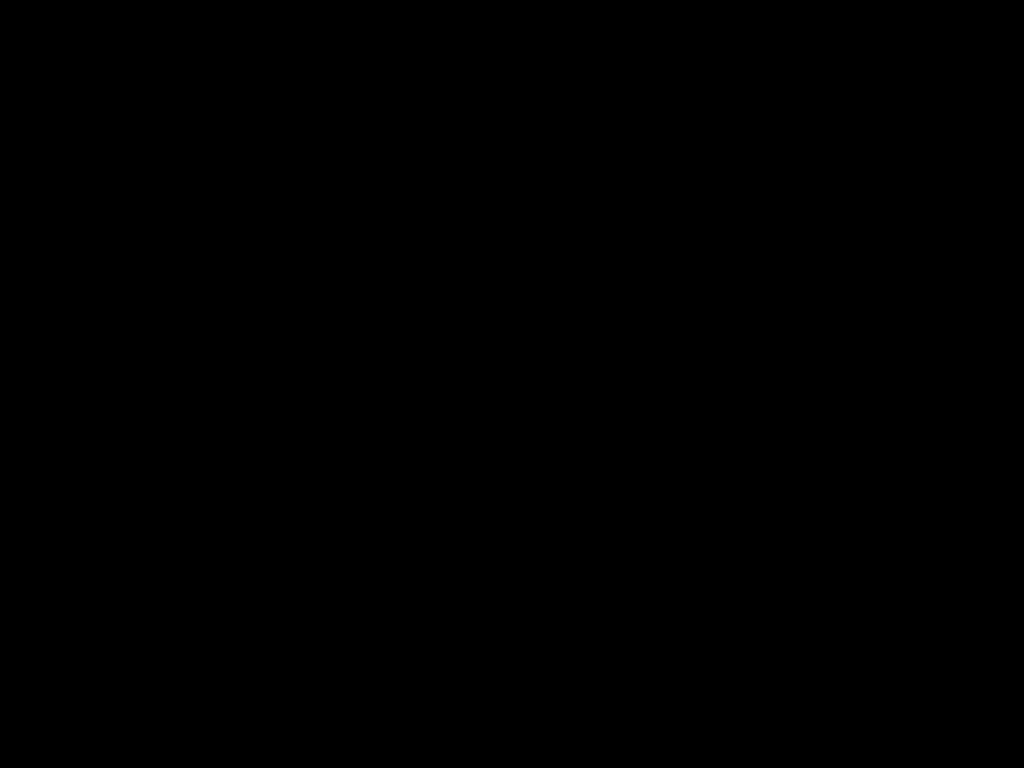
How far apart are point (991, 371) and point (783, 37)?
1.7 meters

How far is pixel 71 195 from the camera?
0.7m

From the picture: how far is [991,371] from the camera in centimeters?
197cm

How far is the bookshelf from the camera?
1.97m

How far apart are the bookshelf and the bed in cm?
2

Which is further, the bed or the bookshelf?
the bookshelf

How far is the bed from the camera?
0.5 meters

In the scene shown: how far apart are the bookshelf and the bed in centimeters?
2cm

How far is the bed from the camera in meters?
0.5 m
